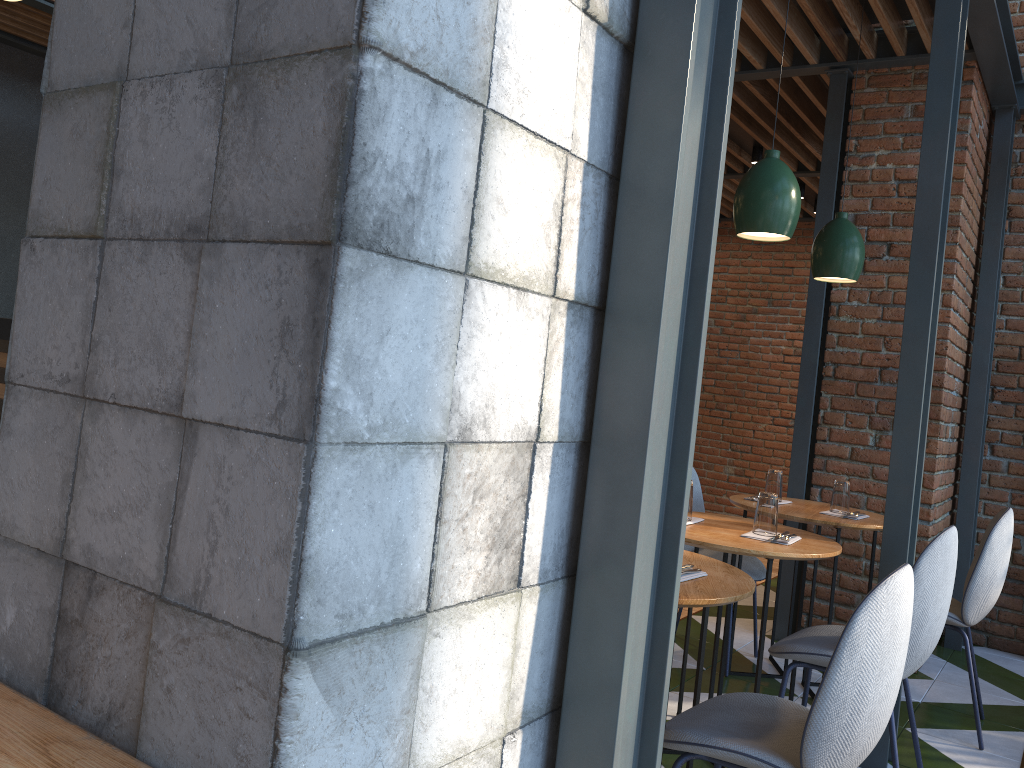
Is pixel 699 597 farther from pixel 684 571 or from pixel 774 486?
pixel 774 486

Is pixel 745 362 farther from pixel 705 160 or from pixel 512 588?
pixel 512 588

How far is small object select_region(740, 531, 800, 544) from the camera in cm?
284

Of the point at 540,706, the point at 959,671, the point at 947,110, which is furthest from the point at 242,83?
the point at 959,671

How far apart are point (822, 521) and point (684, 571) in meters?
1.6

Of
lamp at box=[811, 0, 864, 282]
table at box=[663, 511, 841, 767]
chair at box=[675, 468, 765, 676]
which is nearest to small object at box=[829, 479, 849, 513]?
chair at box=[675, 468, 765, 676]

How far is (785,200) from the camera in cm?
291

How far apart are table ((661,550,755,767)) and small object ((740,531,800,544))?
0.49m

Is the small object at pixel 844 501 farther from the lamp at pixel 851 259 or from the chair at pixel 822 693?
the chair at pixel 822 693

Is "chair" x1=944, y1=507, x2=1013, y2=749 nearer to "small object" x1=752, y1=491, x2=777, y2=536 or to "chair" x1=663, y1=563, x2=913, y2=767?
"small object" x1=752, y1=491, x2=777, y2=536
